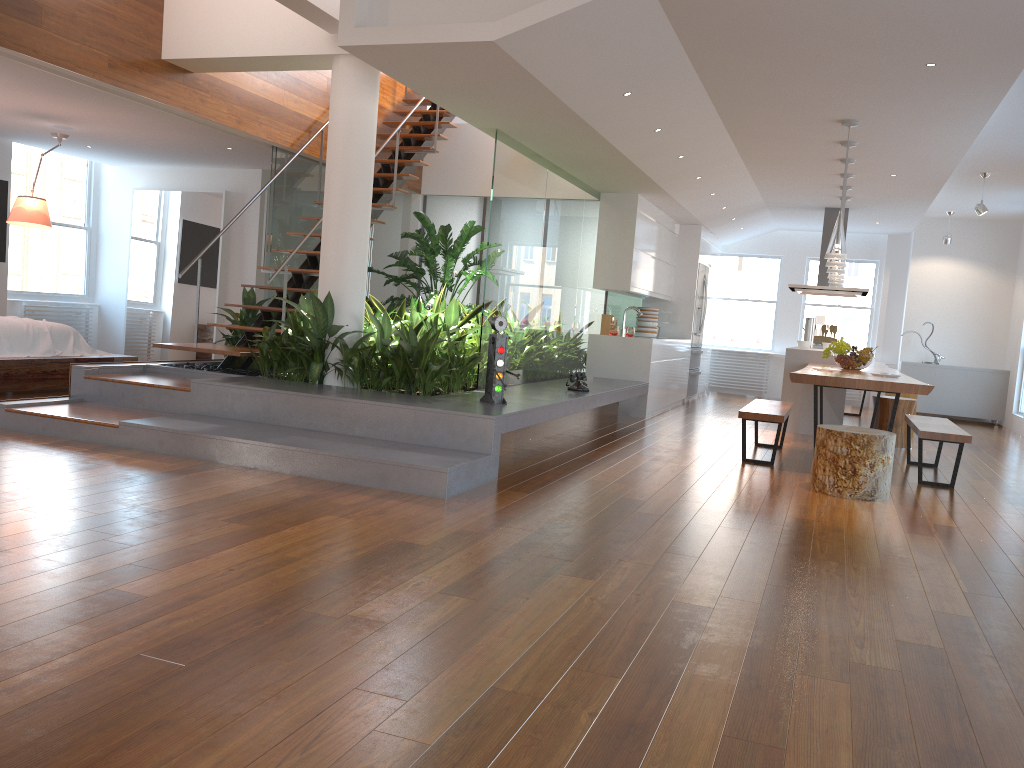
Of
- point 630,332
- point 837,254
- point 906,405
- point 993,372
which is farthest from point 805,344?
point 993,372

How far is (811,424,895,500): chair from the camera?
5.3 meters

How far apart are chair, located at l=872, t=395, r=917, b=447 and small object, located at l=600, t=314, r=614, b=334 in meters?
2.9

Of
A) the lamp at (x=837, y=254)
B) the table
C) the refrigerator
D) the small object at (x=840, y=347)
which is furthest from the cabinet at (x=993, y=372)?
the lamp at (x=837, y=254)

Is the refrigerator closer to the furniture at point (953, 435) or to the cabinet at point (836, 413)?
the cabinet at point (836, 413)

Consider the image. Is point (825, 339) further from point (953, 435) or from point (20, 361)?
point (20, 361)

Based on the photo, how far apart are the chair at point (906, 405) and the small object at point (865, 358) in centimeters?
89cm

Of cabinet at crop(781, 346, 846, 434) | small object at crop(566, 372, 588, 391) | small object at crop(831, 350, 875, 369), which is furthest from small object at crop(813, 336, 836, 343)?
small object at crop(566, 372, 588, 391)

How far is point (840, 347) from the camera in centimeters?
758cm

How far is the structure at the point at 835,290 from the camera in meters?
10.4
